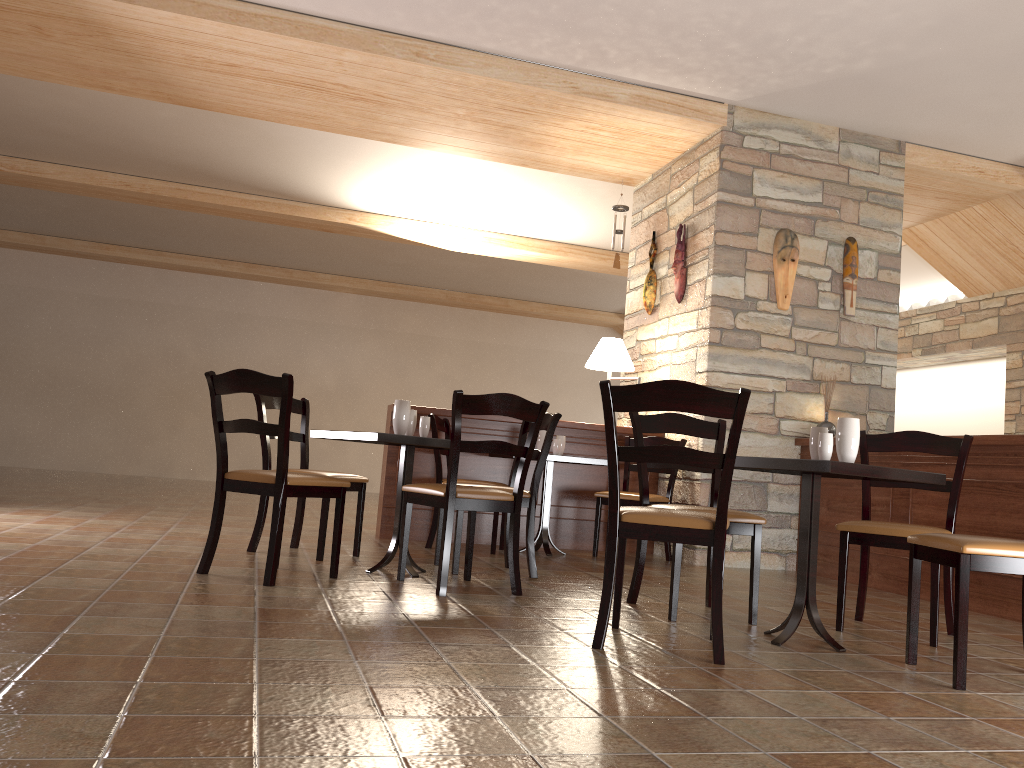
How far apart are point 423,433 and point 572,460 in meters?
1.6 m

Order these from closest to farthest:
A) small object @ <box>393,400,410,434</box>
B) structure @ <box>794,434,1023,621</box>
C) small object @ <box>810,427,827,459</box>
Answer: small object @ <box>810,427,827,459</box> → small object @ <box>393,400,410,434</box> → structure @ <box>794,434,1023,621</box>

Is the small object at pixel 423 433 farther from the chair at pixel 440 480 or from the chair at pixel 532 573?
the chair at pixel 440 480

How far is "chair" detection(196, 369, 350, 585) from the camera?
3.5 meters

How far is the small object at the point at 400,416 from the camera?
4.2m

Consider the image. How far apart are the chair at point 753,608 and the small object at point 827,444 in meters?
0.5

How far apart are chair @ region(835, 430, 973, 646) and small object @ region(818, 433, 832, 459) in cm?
57

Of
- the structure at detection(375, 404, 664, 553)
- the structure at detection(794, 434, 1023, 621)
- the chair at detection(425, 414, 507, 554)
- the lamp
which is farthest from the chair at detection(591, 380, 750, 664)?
the lamp

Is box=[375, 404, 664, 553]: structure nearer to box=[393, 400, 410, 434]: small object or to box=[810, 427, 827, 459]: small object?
box=[393, 400, 410, 434]: small object

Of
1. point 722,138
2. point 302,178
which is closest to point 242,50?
point 302,178
